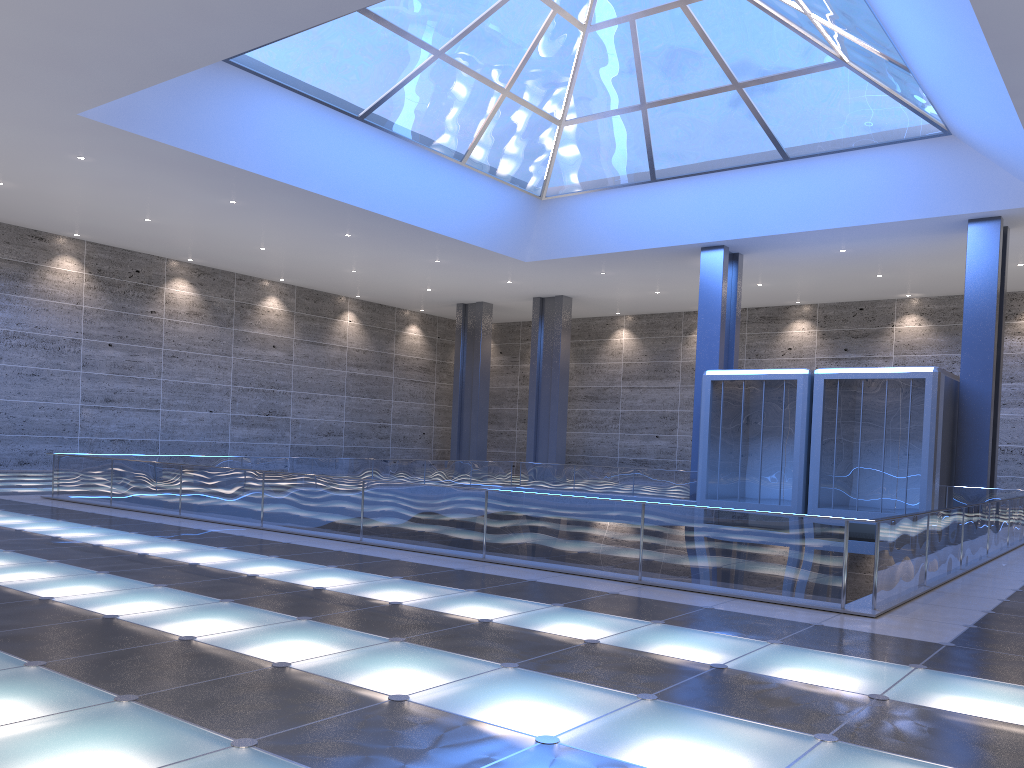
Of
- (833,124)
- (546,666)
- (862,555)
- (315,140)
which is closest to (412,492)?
(546,666)
